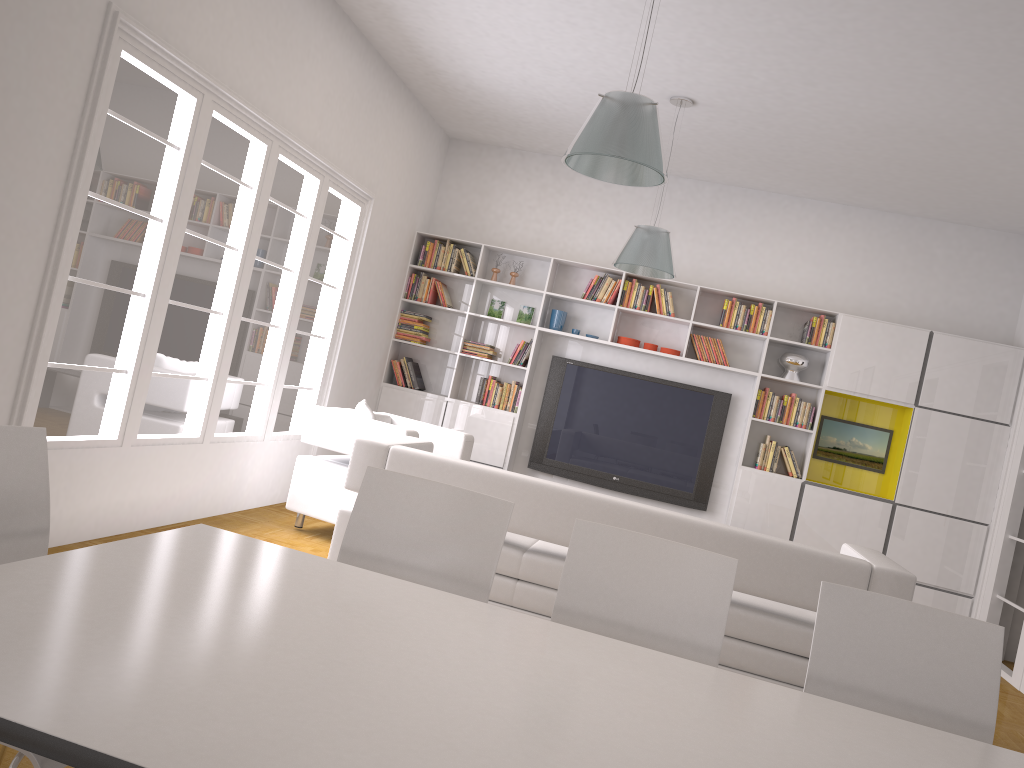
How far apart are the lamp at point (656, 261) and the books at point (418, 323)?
2.54m

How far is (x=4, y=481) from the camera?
2.0 meters

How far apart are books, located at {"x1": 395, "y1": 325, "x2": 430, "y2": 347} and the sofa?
3.5m

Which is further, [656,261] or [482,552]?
[656,261]

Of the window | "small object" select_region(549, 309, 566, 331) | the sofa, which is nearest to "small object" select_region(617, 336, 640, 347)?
"small object" select_region(549, 309, 566, 331)

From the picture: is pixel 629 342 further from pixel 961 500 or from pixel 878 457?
pixel 961 500

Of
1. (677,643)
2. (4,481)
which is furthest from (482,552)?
(4,481)

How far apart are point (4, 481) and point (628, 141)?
2.6m

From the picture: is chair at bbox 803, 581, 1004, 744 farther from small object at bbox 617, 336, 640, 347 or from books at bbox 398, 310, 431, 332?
books at bbox 398, 310, 431, 332

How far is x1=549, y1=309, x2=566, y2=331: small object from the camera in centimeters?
810cm
